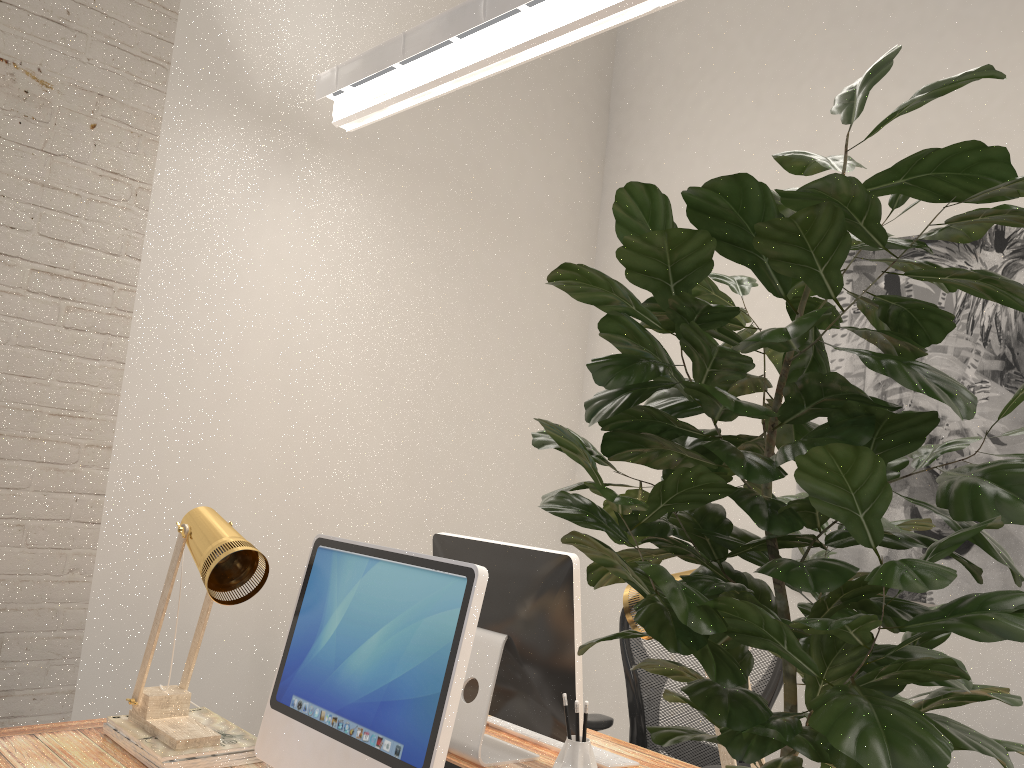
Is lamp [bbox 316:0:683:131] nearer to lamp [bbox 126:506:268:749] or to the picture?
lamp [bbox 126:506:268:749]

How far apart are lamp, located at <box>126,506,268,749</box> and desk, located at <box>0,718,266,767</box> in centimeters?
6cm

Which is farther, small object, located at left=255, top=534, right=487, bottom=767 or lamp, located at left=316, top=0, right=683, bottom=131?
lamp, located at left=316, top=0, right=683, bottom=131

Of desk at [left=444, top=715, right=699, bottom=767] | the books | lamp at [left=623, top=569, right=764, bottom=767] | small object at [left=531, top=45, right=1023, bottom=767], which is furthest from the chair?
small object at [left=531, top=45, right=1023, bottom=767]

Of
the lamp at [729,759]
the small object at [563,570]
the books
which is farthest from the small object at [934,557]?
the books

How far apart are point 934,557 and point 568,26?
1.7 meters

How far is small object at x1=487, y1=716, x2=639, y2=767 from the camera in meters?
2.0

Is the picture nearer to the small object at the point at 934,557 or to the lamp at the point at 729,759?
the lamp at the point at 729,759

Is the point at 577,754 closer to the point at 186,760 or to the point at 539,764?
the point at 539,764

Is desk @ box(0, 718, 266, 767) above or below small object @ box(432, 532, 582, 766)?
below
